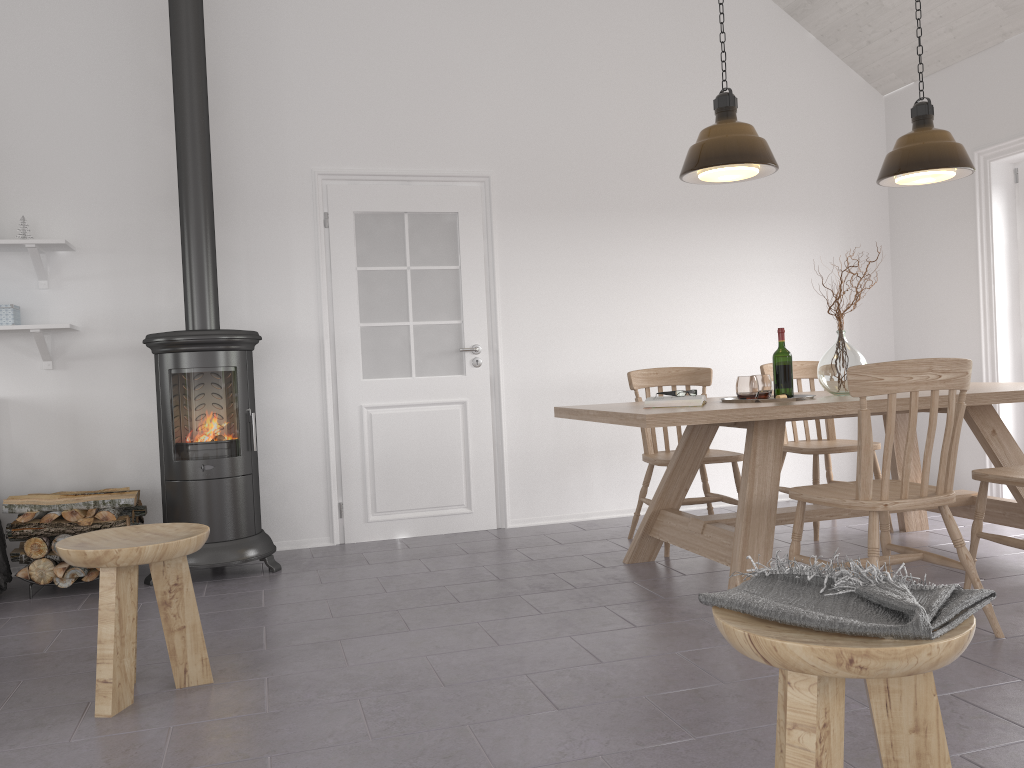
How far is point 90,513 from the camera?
4.04m

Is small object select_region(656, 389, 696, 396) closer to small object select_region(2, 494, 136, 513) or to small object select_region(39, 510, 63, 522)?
small object select_region(2, 494, 136, 513)

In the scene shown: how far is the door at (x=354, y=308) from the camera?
5.0 meters

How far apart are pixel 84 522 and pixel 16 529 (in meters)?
0.30

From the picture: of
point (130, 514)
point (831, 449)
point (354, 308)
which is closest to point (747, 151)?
point (831, 449)

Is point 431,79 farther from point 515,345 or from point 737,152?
point 737,152

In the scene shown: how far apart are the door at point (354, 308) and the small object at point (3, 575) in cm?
164

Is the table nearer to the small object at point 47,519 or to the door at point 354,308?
the door at point 354,308

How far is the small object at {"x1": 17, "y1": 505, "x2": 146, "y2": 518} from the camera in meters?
4.3

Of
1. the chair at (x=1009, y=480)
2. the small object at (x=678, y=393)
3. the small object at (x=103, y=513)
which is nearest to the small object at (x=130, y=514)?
the small object at (x=103, y=513)
